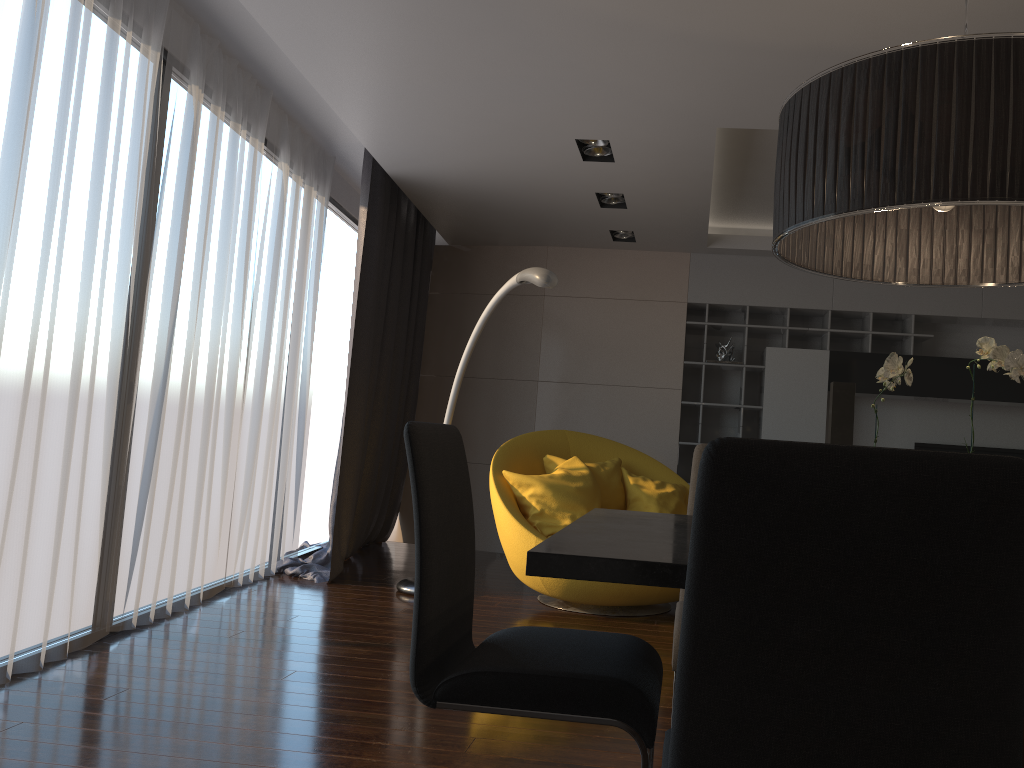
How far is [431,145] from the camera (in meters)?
4.89

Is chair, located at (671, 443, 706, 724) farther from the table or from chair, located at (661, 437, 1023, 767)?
chair, located at (661, 437, 1023, 767)

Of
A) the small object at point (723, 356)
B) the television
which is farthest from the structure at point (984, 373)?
the television

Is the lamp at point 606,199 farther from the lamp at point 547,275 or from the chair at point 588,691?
the chair at point 588,691

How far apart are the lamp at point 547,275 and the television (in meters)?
3.79

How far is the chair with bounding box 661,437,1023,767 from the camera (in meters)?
0.94

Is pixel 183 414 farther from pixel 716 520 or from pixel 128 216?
pixel 716 520

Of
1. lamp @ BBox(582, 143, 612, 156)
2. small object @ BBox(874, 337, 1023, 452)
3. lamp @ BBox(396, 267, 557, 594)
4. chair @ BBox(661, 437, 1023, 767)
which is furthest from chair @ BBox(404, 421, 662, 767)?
lamp @ BBox(582, 143, 612, 156)

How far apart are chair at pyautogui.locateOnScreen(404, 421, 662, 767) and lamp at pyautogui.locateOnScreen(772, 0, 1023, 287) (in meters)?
0.85

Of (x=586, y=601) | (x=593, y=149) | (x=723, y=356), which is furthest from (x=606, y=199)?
(x=586, y=601)
